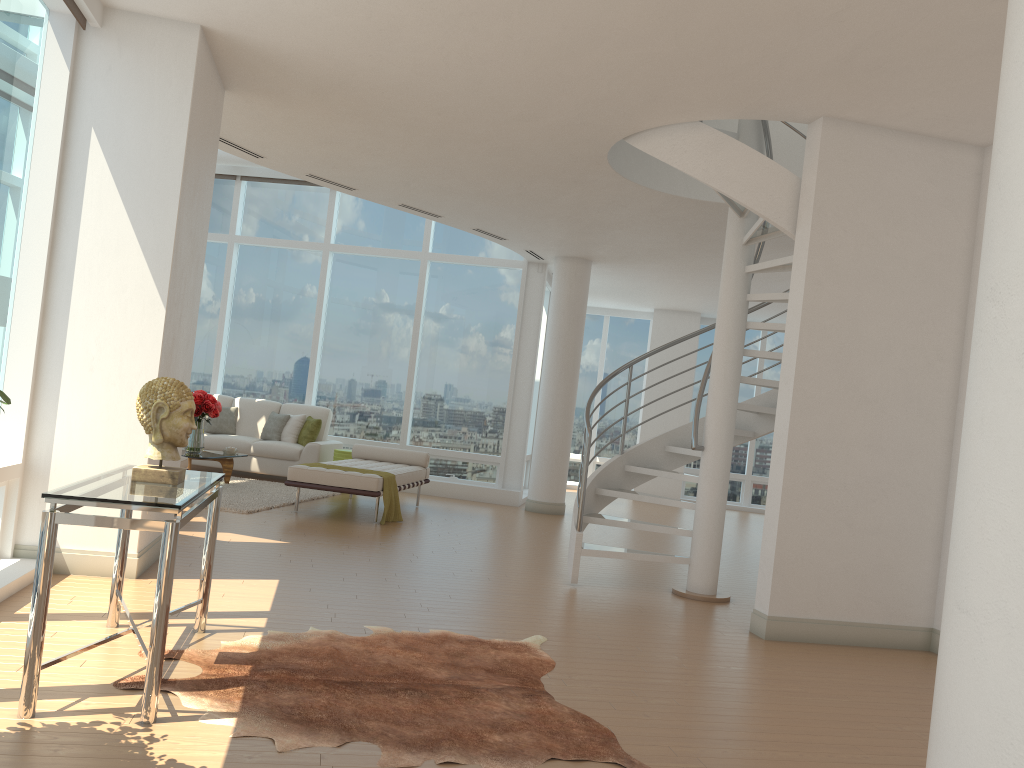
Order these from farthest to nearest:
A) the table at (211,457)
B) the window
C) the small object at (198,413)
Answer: the small object at (198,413) → the table at (211,457) → the window

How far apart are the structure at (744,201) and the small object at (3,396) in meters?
4.7 m

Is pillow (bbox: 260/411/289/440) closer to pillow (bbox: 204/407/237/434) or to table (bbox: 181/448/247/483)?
pillow (bbox: 204/407/237/434)

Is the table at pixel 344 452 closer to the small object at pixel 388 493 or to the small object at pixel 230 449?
the small object at pixel 230 449

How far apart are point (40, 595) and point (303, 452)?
8.46m

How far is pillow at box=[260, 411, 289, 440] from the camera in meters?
11.9 m

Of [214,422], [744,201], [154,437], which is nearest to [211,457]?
[214,422]

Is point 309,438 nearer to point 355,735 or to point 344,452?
point 344,452

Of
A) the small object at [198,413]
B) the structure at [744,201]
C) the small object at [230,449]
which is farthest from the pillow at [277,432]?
the structure at [744,201]

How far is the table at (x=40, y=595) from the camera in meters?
3.1 m
